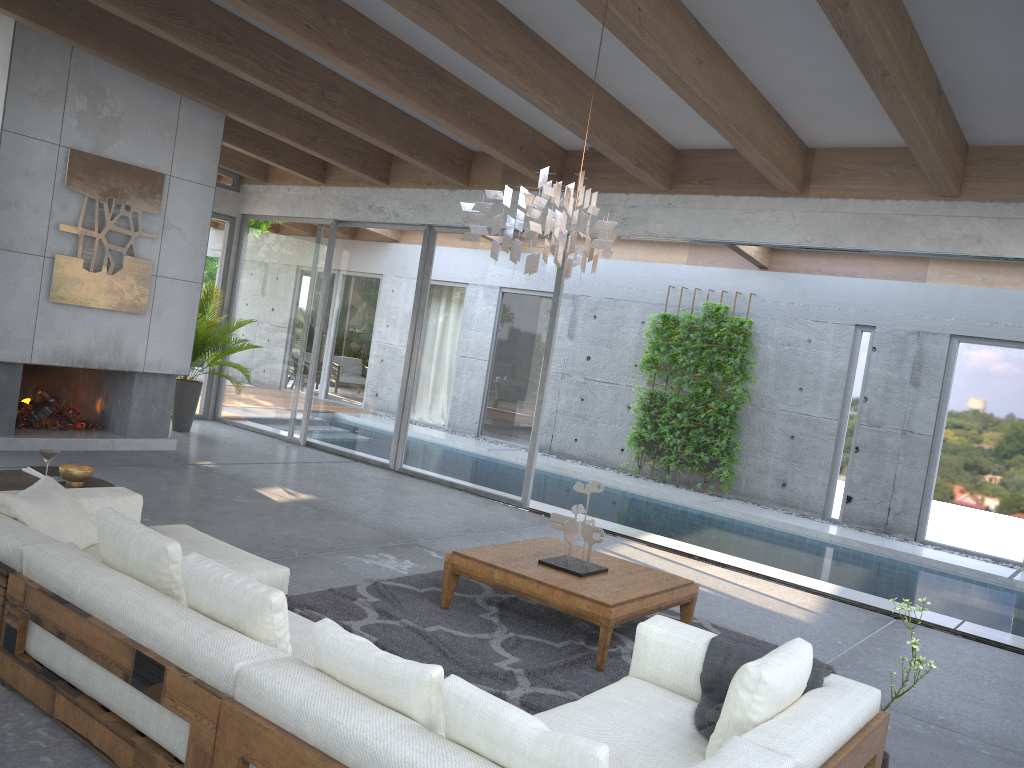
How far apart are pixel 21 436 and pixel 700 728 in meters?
6.9

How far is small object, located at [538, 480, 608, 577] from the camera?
5.02m

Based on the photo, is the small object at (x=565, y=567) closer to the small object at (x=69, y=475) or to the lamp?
the lamp

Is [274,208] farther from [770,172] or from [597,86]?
[770,172]

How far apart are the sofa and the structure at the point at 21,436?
3.8m

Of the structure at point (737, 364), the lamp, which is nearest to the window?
the structure at point (737, 364)

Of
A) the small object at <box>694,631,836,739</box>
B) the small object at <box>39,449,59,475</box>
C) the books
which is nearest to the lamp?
the small object at <box>694,631,836,739</box>

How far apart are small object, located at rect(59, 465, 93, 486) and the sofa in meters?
0.4 m

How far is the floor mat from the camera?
4.2 meters

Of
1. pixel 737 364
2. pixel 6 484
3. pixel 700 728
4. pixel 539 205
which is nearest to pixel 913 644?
pixel 700 728
